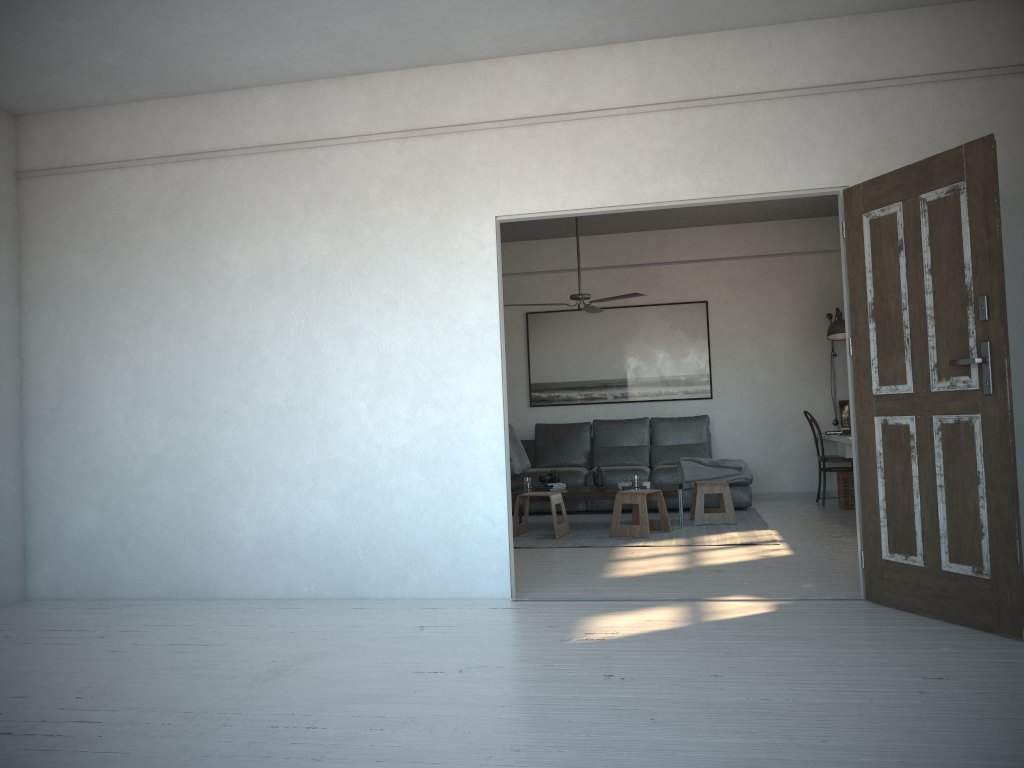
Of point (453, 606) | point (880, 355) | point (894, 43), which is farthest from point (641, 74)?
point (453, 606)

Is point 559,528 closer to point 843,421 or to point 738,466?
point 738,466

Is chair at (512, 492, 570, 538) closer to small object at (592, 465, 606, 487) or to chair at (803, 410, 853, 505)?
small object at (592, 465, 606, 487)

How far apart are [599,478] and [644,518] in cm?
88

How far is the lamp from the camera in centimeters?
843cm

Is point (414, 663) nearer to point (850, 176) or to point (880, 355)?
point (880, 355)

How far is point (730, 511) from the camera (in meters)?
7.29

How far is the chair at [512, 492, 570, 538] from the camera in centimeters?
693cm

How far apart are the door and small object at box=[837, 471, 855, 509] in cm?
399

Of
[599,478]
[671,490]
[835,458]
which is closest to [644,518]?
[671,490]
